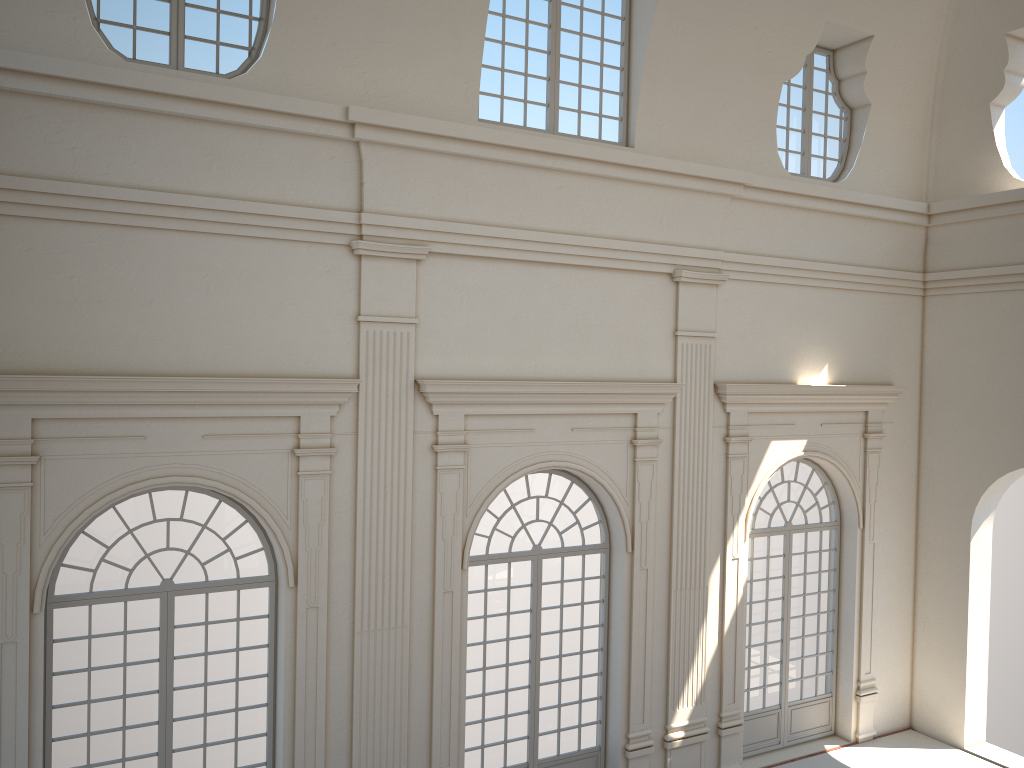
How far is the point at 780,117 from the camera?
12.5m
